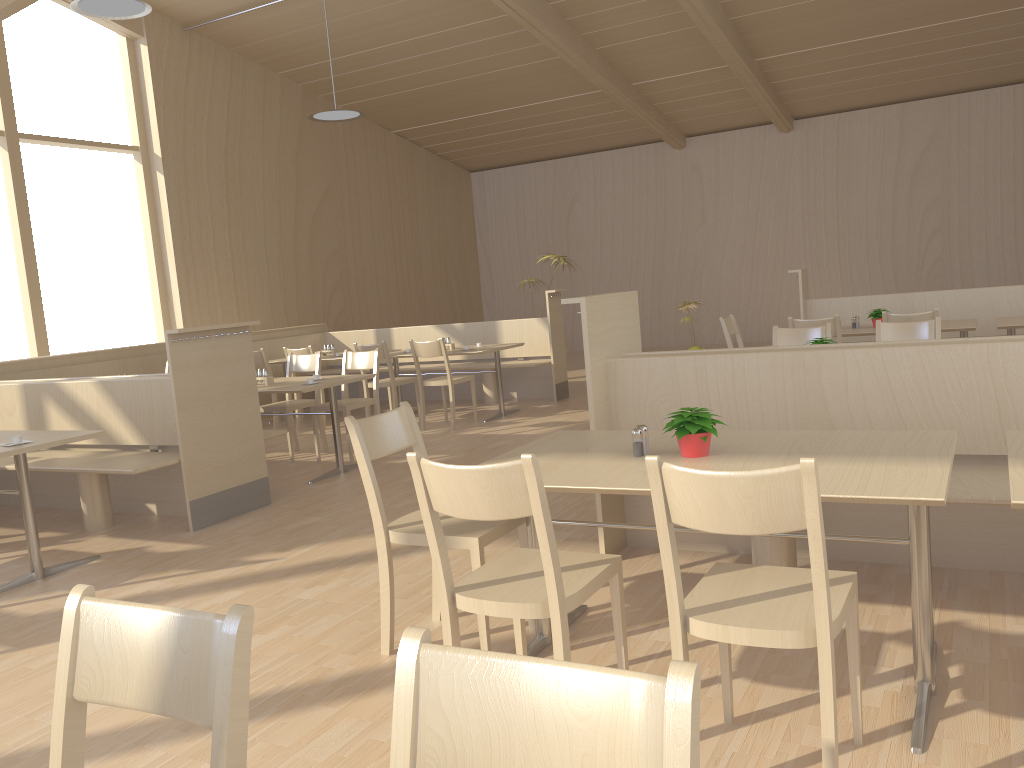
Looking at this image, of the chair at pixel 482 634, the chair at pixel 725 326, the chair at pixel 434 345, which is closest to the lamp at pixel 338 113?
the chair at pixel 434 345

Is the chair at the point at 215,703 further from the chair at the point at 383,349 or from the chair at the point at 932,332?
the chair at the point at 383,349

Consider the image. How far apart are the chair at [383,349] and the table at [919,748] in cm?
475

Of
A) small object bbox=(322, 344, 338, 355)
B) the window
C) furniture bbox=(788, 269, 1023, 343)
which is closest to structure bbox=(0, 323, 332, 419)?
small object bbox=(322, 344, 338, 355)

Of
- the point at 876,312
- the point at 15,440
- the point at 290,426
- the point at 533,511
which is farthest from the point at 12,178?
the point at 533,511

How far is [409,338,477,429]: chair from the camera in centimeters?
742cm

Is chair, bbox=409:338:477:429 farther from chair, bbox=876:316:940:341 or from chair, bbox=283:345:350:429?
chair, bbox=876:316:940:341

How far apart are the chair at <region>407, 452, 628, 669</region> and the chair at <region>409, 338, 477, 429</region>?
5.0 meters

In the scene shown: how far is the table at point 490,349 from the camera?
7.8 meters

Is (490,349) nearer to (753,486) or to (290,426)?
(290,426)
